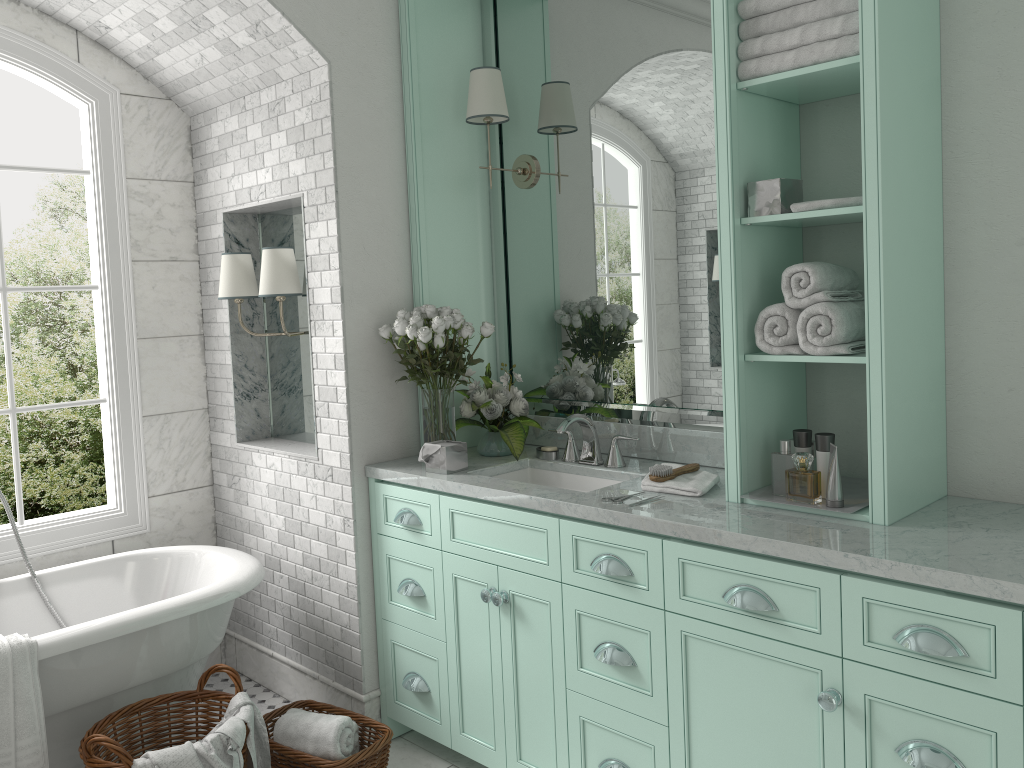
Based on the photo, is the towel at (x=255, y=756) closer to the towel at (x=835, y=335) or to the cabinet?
the cabinet

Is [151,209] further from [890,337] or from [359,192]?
[890,337]

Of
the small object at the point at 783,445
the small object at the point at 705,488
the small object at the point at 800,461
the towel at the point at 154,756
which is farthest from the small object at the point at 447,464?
the small object at the point at 800,461

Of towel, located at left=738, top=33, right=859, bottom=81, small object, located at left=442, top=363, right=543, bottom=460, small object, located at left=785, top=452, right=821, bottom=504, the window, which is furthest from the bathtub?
small object, located at left=785, top=452, right=821, bottom=504

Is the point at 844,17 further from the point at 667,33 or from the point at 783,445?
the point at 783,445

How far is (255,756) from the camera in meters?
2.9

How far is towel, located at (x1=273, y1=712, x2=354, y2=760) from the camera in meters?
3.1 m

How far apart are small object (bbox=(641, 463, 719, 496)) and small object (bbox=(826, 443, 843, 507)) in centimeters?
41cm

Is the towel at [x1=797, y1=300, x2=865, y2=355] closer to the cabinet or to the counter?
the counter

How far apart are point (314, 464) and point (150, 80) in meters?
2.0 m
